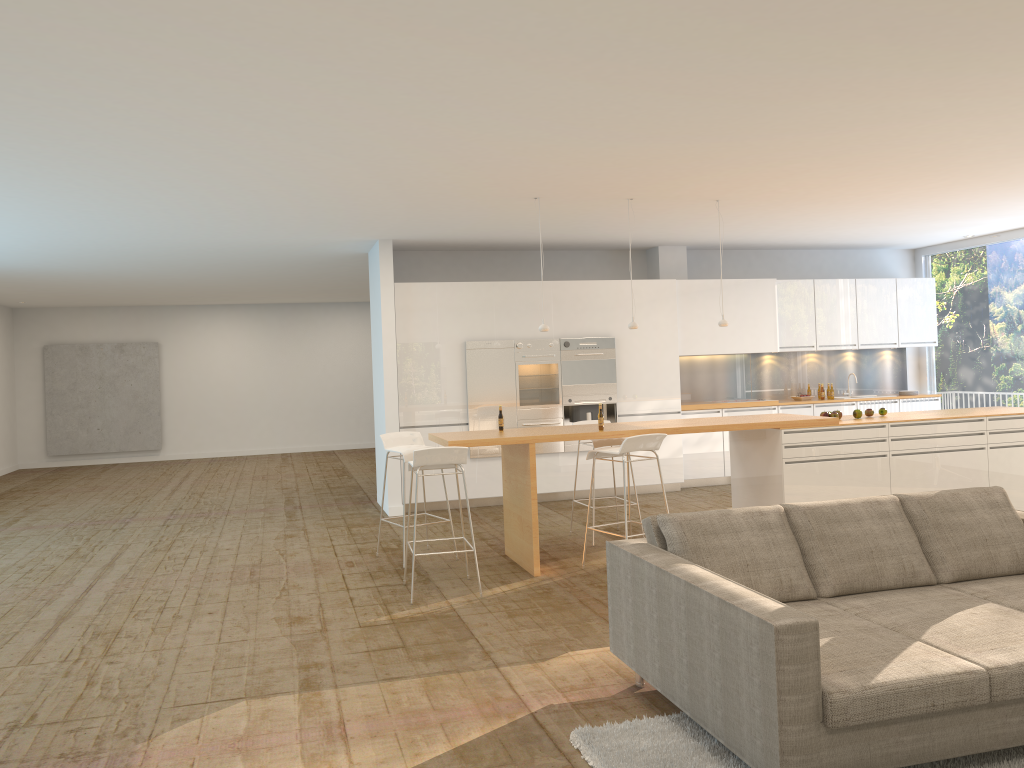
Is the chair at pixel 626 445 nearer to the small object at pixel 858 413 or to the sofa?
the sofa

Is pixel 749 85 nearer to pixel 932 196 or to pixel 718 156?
pixel 718 156

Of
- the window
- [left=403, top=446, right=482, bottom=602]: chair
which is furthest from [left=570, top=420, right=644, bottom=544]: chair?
the window

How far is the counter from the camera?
6.9m

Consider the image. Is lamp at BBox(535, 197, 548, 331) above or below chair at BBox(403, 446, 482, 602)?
above

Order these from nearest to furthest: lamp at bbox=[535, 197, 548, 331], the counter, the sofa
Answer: the sofa → the counter → lamp at bbox=[535, 197, 548, 331]

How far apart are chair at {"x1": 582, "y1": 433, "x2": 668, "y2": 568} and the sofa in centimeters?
202cm

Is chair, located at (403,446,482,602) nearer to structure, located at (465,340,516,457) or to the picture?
structure, located at (465,340,516,457)

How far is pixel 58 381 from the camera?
16.6m

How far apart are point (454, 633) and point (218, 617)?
1.68m
